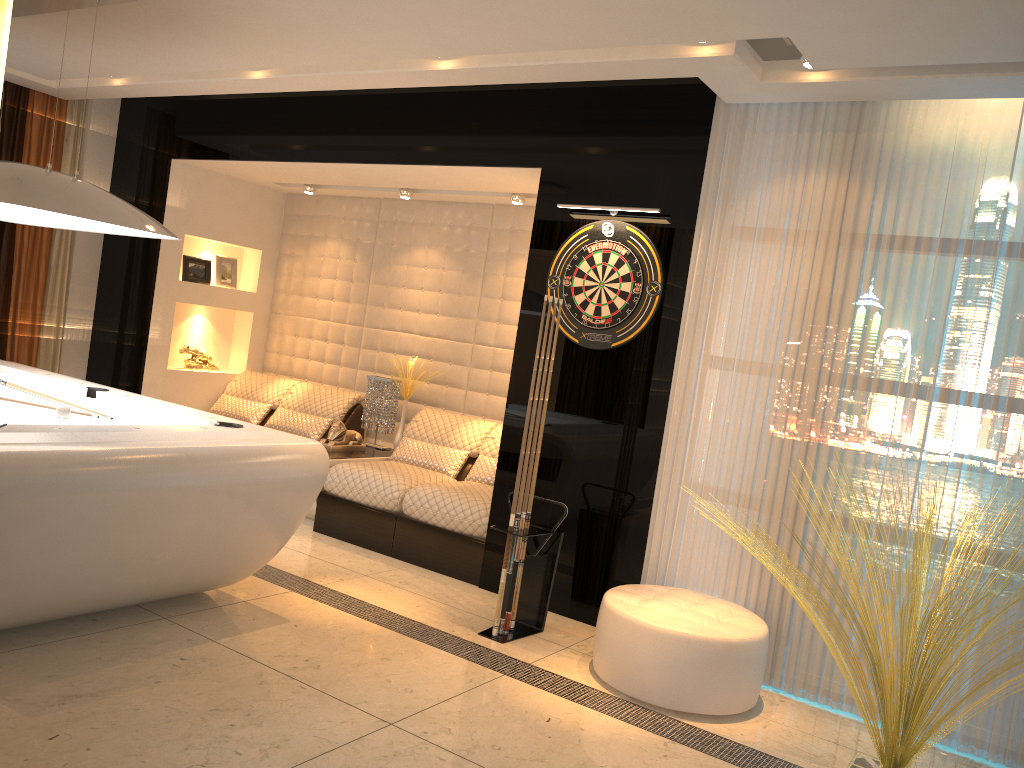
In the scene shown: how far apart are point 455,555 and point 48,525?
2.5m

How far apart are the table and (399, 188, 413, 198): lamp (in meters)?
1.83

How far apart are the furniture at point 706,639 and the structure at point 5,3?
3.19m

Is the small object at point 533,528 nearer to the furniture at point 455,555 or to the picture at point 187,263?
the furniture at point 455,555

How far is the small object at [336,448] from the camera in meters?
6.0

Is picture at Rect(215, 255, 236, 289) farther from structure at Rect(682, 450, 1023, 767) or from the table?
structure at Rect(682, 450, 1023, 767)

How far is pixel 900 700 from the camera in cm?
295

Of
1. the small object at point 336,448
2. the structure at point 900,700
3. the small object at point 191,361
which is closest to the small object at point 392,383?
the small object at point 336,448

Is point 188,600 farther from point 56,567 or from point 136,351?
point 136,351

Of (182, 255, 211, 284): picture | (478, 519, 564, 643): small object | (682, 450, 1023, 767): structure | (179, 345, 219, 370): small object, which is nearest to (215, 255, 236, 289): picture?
(182, 255, 211, 284): picture
